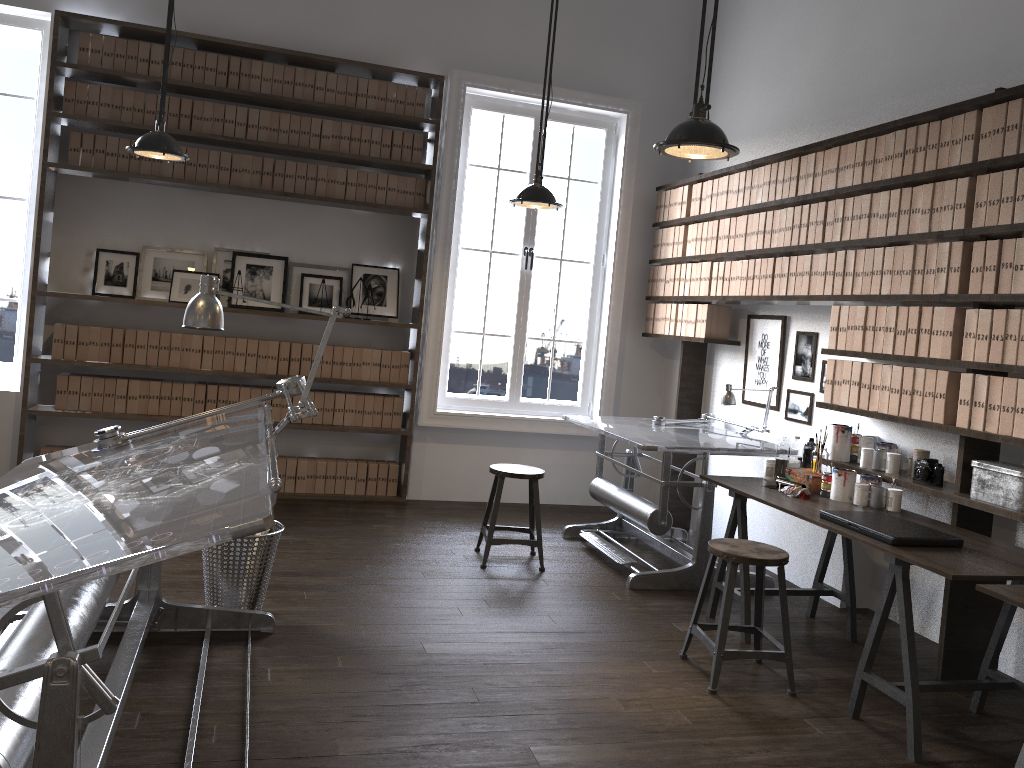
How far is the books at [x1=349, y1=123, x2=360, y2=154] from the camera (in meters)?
6.03

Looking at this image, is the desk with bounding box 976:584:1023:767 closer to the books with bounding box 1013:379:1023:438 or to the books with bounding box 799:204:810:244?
the books with bounding box 1013:379:1023:438

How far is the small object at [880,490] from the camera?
3.9m

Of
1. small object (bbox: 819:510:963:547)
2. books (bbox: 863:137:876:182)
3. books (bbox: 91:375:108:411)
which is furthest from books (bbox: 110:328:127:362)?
books (bbox: 863:137:876:182)

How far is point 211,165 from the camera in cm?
580

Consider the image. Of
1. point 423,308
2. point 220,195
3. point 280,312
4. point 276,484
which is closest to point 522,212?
point 423,308

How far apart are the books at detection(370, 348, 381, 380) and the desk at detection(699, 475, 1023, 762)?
2.7m

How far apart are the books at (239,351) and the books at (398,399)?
1.1 meters

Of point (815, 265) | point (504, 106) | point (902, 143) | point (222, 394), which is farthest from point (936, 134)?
point (222, 394)

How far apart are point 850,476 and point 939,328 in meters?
0.8
